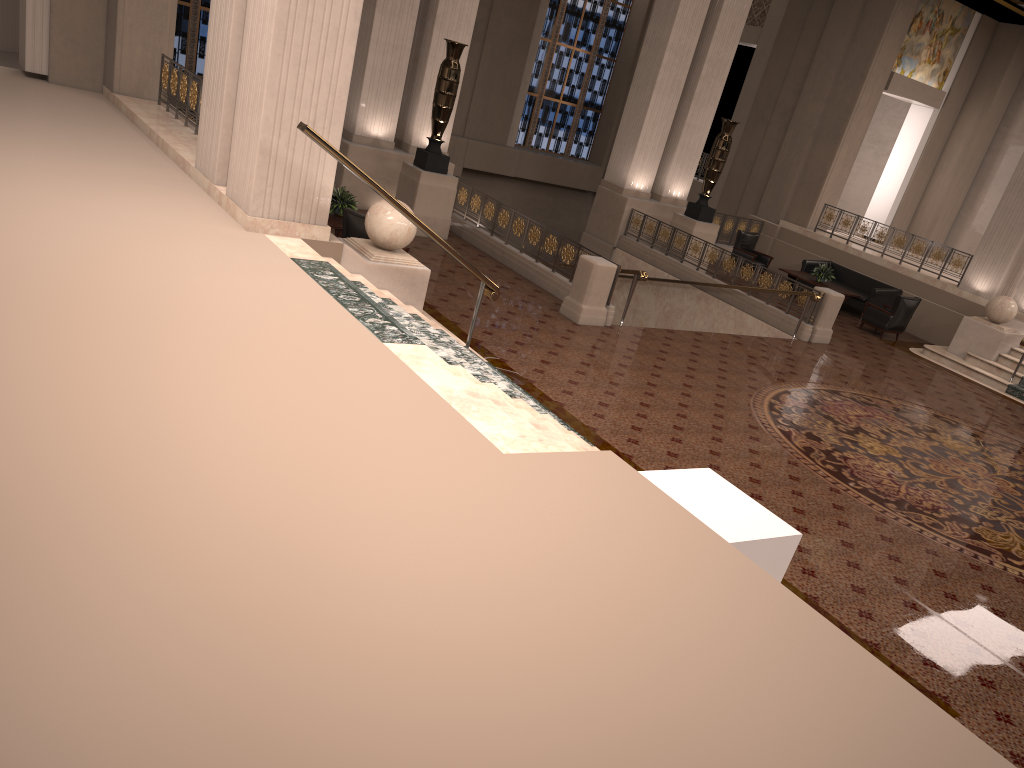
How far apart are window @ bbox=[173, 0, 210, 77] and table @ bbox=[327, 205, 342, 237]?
10.5 meters

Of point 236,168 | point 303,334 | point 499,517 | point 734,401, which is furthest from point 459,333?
point 499,517

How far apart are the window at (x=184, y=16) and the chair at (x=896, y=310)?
15.1m

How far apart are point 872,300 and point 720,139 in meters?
4.4 m

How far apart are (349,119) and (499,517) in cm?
1210

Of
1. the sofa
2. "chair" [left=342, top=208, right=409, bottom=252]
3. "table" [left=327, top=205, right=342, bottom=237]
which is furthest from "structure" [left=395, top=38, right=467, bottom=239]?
the sofa

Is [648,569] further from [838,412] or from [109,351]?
[838,412]

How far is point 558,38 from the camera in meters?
24.1

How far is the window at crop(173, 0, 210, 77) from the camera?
19.2m

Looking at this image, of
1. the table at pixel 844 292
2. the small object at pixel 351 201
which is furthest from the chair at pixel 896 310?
the small object at pixel 351 201
